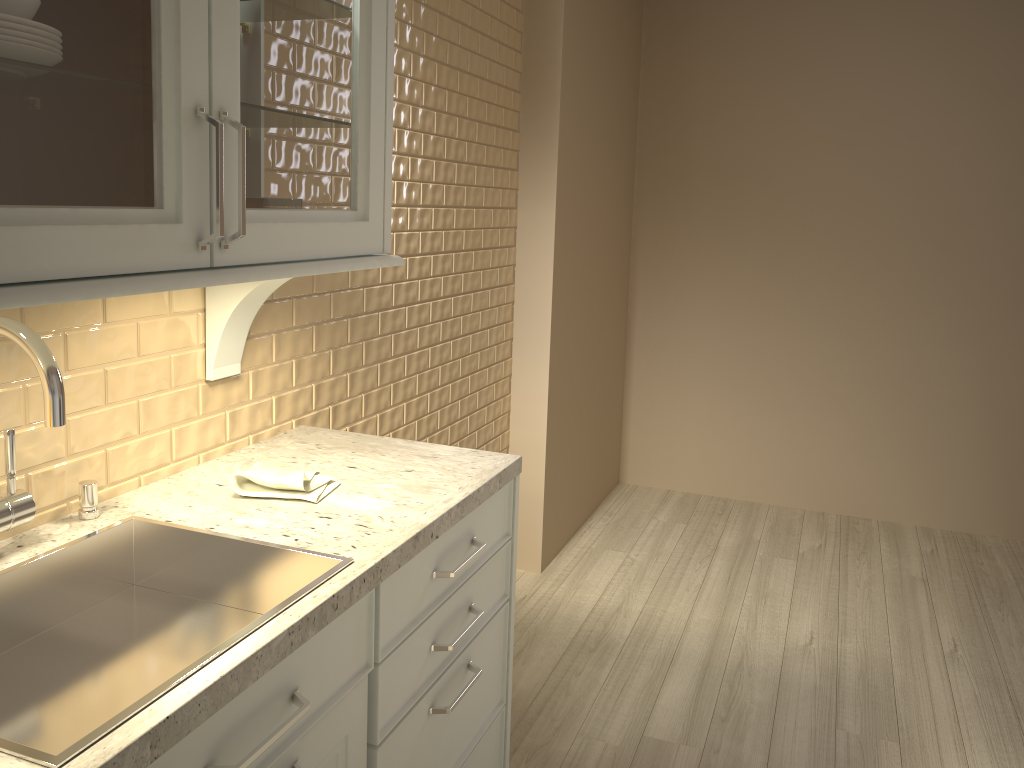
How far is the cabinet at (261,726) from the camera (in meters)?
1.02

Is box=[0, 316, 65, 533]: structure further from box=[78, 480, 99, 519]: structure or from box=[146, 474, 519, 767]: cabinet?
box=[146, 474, 519, 767]: cabinet

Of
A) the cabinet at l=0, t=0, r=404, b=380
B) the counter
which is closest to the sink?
the counter

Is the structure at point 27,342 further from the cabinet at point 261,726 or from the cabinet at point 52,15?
the cabinet at point 261,726

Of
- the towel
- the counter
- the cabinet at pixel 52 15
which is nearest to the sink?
the counter

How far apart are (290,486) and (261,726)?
0.5 meters

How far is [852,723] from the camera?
2.3m

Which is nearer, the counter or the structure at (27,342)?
the counter

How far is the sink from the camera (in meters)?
1.01

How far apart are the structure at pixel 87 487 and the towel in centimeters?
21cm
